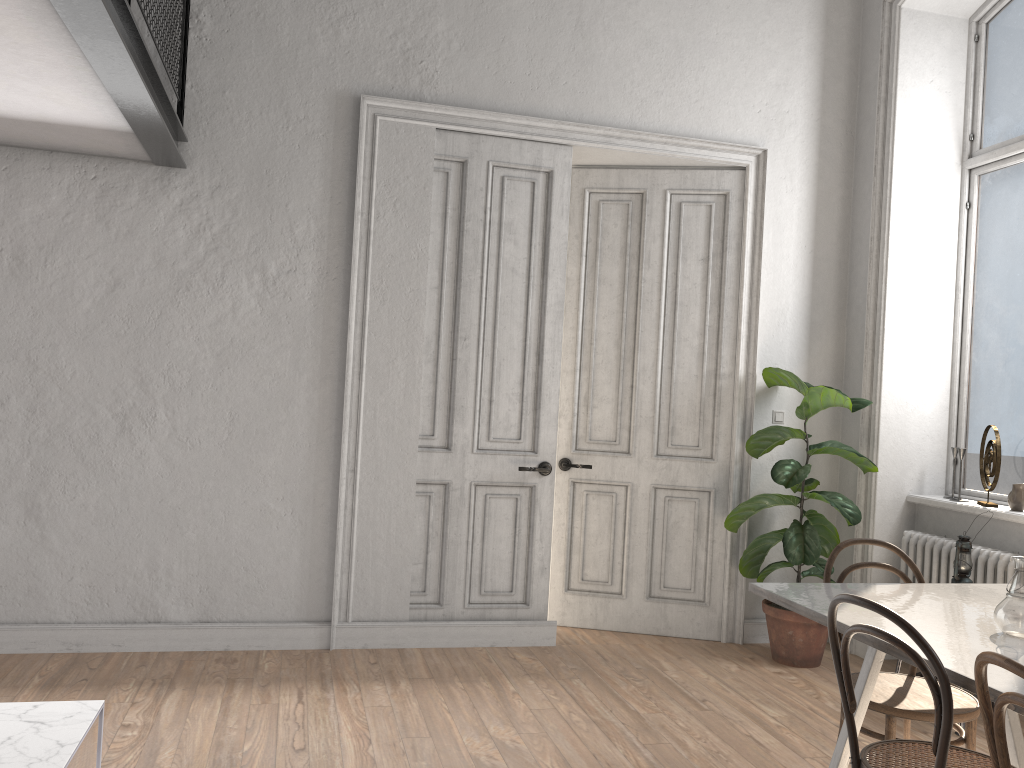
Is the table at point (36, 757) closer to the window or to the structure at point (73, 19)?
the structure at point (73, 19)

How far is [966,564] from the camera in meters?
4.1

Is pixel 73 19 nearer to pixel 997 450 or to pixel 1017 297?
pixel 997 450

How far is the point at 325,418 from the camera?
4.68m

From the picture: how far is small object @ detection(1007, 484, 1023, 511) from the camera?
4.4 meters

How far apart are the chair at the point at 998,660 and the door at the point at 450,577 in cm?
312

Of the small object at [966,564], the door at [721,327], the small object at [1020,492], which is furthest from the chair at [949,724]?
the door at [721,327]

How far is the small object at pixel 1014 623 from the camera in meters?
2.5

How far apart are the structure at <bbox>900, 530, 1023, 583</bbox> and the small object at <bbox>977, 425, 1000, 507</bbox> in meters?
0.4

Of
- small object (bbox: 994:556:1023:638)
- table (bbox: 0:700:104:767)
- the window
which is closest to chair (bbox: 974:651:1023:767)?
small object (bbox: 994:556:1023:638)
